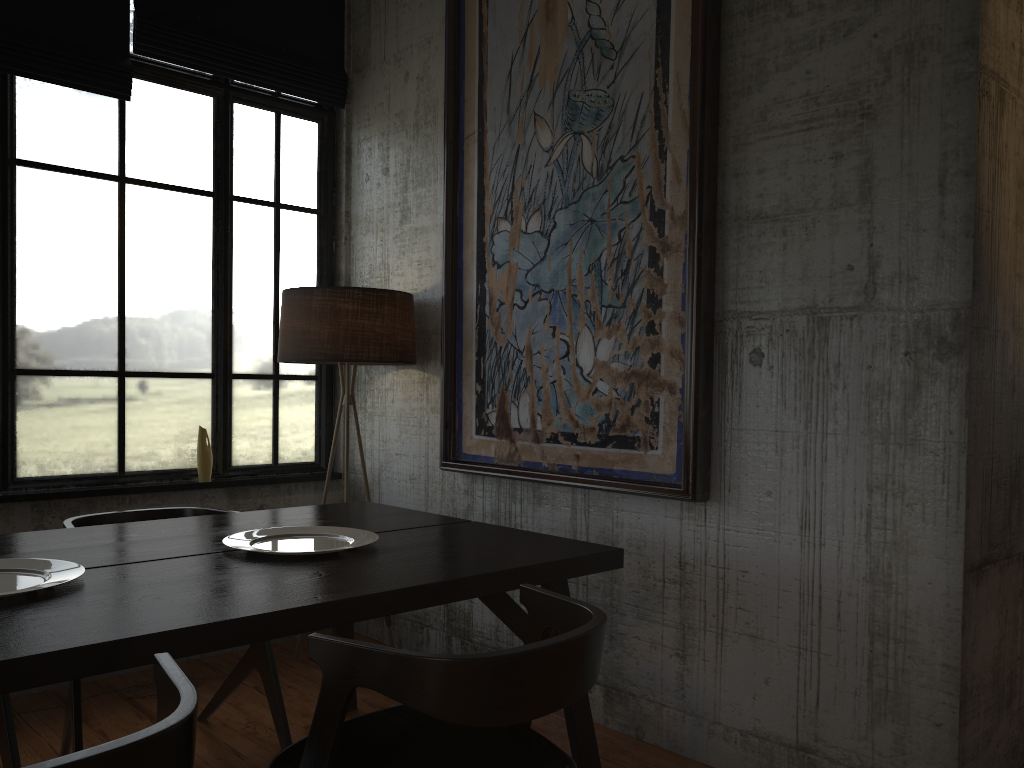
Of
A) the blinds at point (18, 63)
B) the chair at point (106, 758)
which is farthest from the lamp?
the chair at point (106, 758)

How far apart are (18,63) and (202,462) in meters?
2.2 m

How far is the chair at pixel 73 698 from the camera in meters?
3.2 m

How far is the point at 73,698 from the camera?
3.2m

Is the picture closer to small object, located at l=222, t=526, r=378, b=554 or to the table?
the table

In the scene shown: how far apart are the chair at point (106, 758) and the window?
3.06m

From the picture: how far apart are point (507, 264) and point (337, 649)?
2.80m

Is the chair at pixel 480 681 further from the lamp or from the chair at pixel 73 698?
the lamp

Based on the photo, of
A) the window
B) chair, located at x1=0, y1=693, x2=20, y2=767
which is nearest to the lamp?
the window

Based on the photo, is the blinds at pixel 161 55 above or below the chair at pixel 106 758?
above
